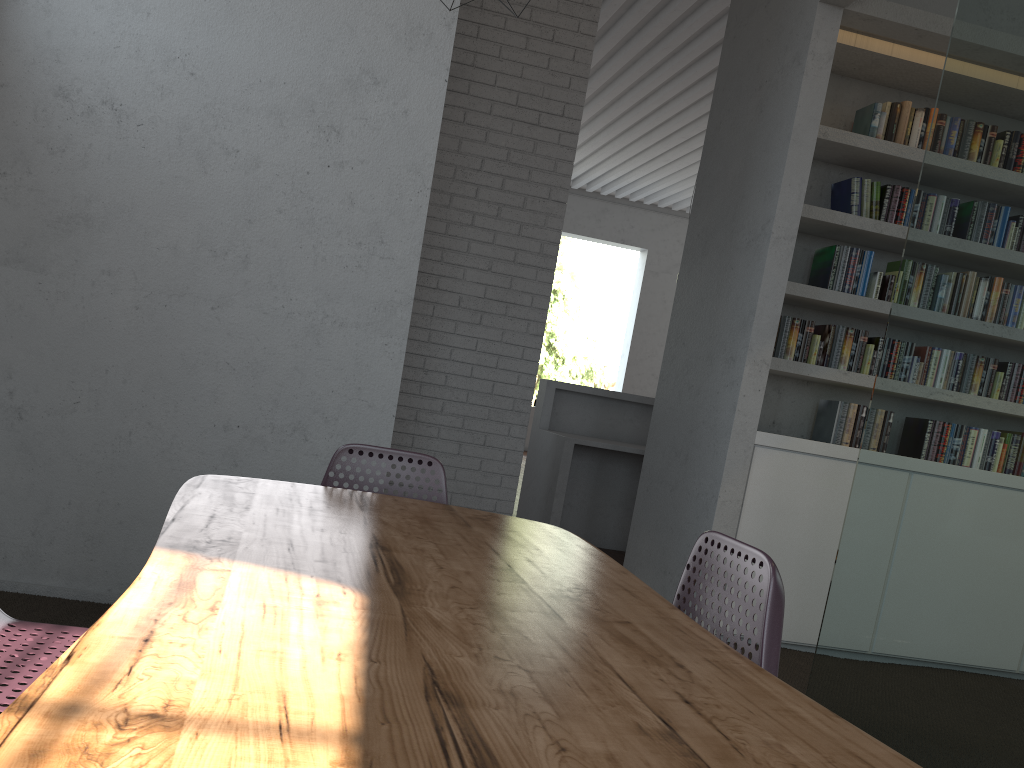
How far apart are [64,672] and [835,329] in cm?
445

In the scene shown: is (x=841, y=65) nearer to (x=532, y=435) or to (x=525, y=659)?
(x=532, y=435)
